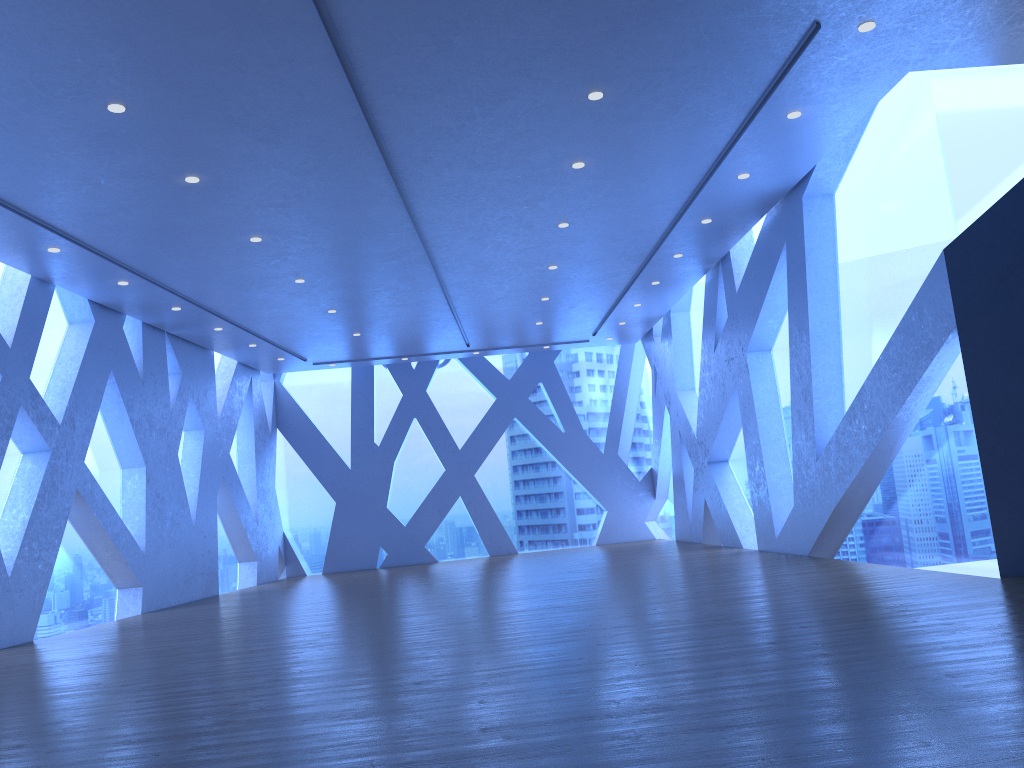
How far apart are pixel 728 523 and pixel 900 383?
5.7m

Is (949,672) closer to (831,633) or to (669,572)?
(831,633)
